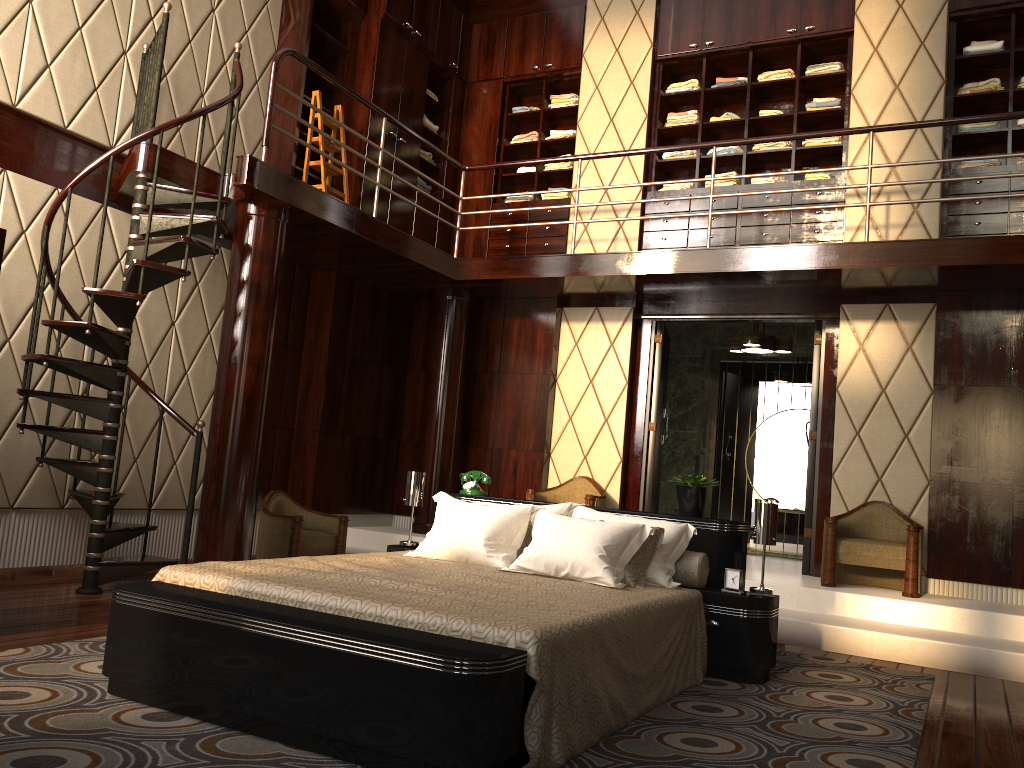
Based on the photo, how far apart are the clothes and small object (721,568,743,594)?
3.7m

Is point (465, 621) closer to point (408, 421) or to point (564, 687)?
point (564, 687)

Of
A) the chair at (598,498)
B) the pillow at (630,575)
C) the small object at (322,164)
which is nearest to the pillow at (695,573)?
the pillow at (630,575)

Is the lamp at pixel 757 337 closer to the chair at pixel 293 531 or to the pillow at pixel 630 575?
the chair at pixel 293 531

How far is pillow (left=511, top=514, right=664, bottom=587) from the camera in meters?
3.6 m

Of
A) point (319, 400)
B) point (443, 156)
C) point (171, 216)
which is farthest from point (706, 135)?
point (171, 216)

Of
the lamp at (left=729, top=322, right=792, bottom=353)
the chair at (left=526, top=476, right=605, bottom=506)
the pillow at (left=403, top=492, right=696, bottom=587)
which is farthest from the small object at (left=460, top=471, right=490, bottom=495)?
the lamp at (left=729, top=322, right=792, bottom=353)

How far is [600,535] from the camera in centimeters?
357cm

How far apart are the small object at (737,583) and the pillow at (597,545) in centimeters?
22cm

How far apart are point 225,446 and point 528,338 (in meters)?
2.83
